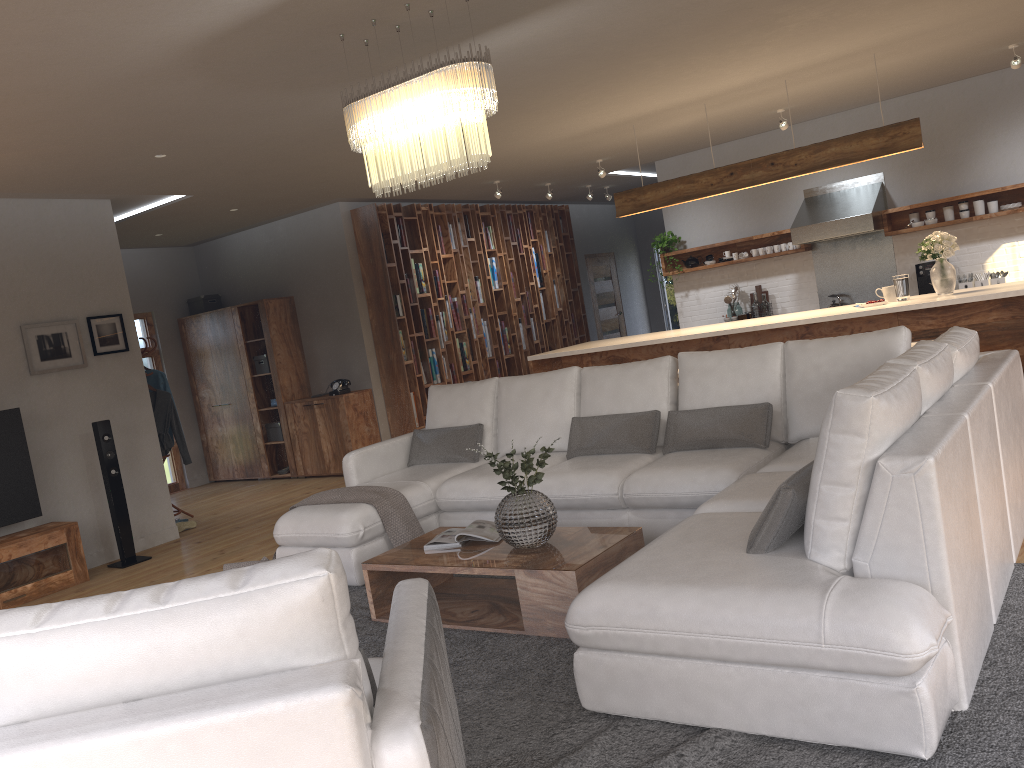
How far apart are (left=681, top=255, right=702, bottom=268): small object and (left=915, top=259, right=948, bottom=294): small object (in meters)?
2.30

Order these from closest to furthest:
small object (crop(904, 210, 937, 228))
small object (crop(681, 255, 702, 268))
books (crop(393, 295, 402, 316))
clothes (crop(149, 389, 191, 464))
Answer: clothes (crop(149, 389, 191, 464)) → small object (crop(904, 210, 937, 228)) → books (crop(393, 295, 402, 316)) → small object (crop(681, 255, 702, 268))

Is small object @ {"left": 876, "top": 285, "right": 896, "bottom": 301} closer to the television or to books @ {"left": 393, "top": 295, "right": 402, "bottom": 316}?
books @ {"left": 393, "top": 295, "right": 402, "bottom": 316}

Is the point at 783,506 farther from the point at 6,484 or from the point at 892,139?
the point at 6,484

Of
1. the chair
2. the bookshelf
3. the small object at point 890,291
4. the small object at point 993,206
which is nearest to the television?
the bookshelf

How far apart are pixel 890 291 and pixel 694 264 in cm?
350

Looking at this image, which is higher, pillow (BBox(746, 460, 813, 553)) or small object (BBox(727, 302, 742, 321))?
small object (BBox(727, 302, 742, 321))

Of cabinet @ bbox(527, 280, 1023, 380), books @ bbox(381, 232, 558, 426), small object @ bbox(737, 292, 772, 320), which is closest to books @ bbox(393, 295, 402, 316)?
books @ bbox(381, 232, 558, 426)

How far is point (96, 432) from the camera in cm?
653

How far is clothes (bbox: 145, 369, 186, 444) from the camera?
8.1 meters
